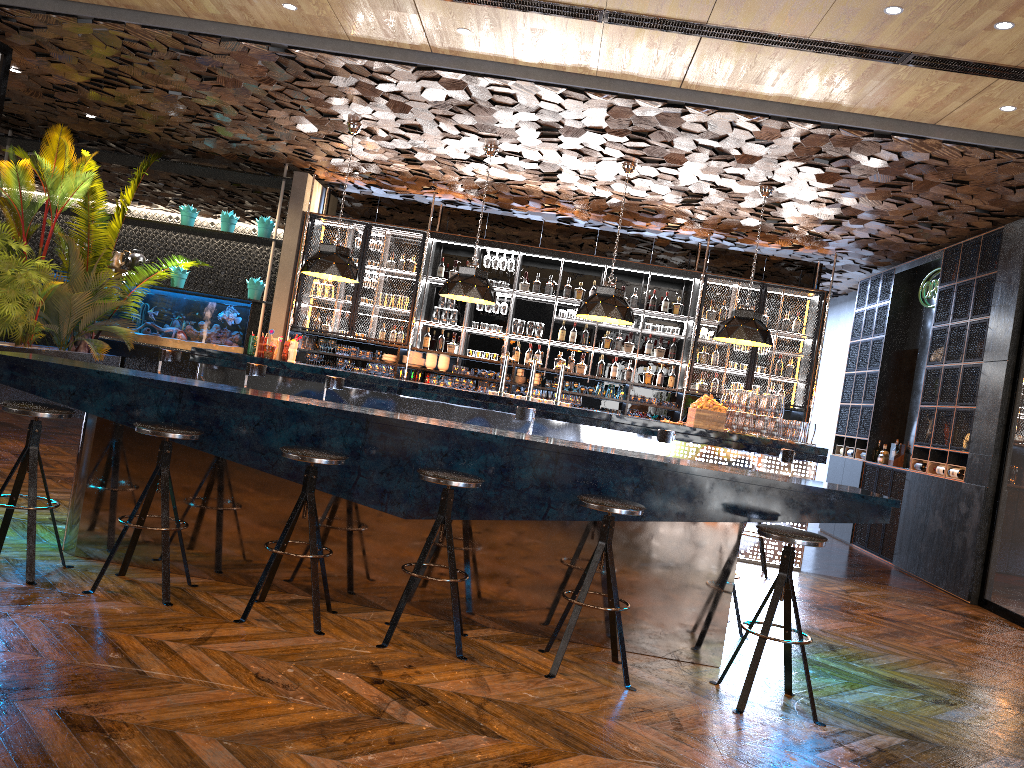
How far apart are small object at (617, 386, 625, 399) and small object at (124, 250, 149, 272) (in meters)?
6.50

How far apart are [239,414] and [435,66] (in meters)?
3.64

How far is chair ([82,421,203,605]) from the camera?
4.2 meters

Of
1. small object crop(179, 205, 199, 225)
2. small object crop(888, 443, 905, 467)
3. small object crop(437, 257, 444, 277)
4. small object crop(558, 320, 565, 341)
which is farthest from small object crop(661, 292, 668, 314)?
small object crop(179, 205, 199, 225)

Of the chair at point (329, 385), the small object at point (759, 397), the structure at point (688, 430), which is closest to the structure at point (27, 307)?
the structure at point (688, 430)

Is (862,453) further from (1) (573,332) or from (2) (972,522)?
(1) (573,332)

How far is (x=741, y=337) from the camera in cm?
862

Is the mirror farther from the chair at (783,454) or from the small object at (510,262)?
the small object at (510,262)

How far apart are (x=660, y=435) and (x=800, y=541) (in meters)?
3.58

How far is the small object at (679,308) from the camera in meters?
11.4 m
